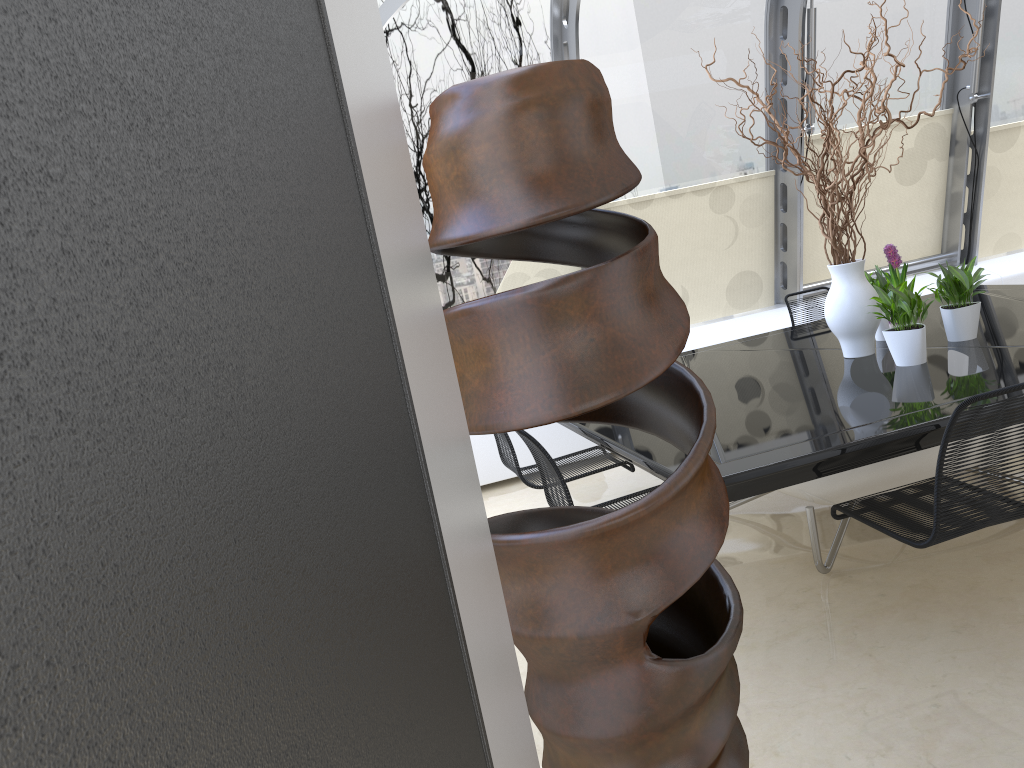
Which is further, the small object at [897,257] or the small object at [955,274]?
the small object at [897,257]

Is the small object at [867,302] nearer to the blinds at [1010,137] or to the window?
the window

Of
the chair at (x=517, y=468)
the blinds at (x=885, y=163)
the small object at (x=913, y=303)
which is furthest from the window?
the small object at (x=913, y=303)

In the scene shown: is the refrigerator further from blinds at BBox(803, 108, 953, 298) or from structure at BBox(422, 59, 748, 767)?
blinds at BBox(803, 108, 953, 298)

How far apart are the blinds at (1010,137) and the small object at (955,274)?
3.52m

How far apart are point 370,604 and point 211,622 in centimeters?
16cm

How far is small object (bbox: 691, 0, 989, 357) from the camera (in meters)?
3.94

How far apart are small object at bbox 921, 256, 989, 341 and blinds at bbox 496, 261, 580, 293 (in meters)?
2.73

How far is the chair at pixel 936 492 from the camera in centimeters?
255cm

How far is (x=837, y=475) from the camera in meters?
3.2
